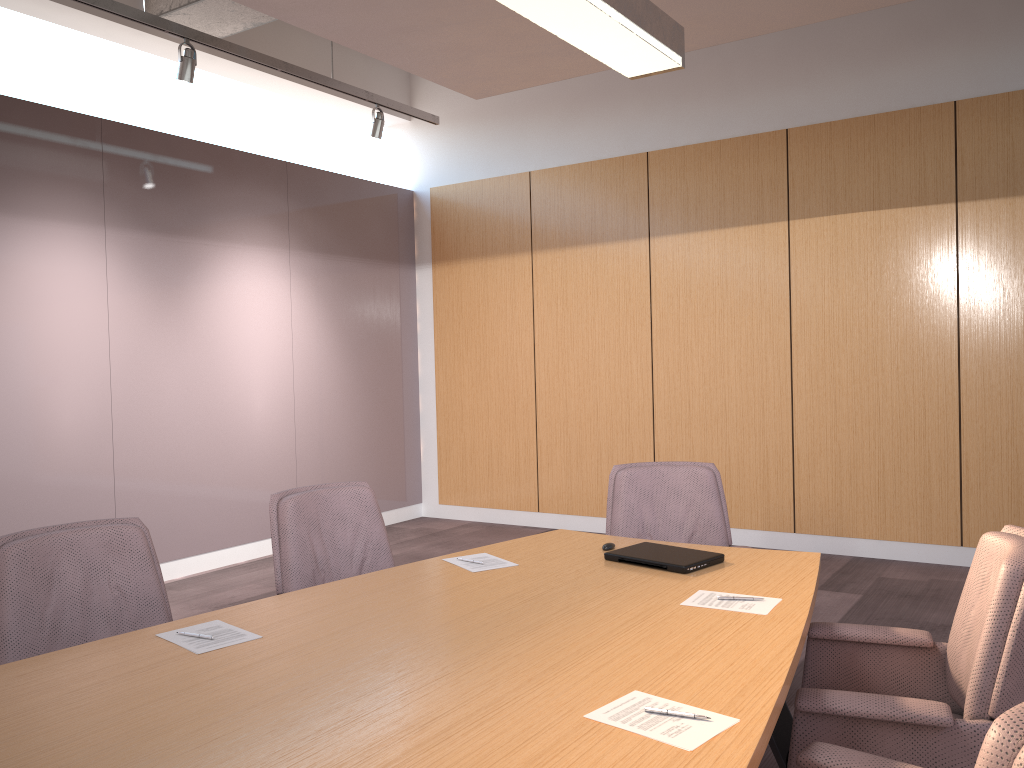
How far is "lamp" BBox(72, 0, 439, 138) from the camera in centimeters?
439cm

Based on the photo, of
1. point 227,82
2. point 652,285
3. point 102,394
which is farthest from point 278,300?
point 652,285

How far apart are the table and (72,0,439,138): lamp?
3.1m

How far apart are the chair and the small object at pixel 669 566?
0.4 meters

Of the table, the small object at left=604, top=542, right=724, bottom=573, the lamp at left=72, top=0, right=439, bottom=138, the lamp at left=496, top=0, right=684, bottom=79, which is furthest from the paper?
the lamp at left=72, top=0, right=439, bottom=138

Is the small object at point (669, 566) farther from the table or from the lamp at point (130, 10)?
the lamp at point (130, 10)

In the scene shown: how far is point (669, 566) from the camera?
2.75m

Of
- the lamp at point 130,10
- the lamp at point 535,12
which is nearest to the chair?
the lamp at point 535,12

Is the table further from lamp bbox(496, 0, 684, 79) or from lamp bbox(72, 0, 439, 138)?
lamp bbox(72, 0, 439, 138)

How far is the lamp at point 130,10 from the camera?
4.39m
